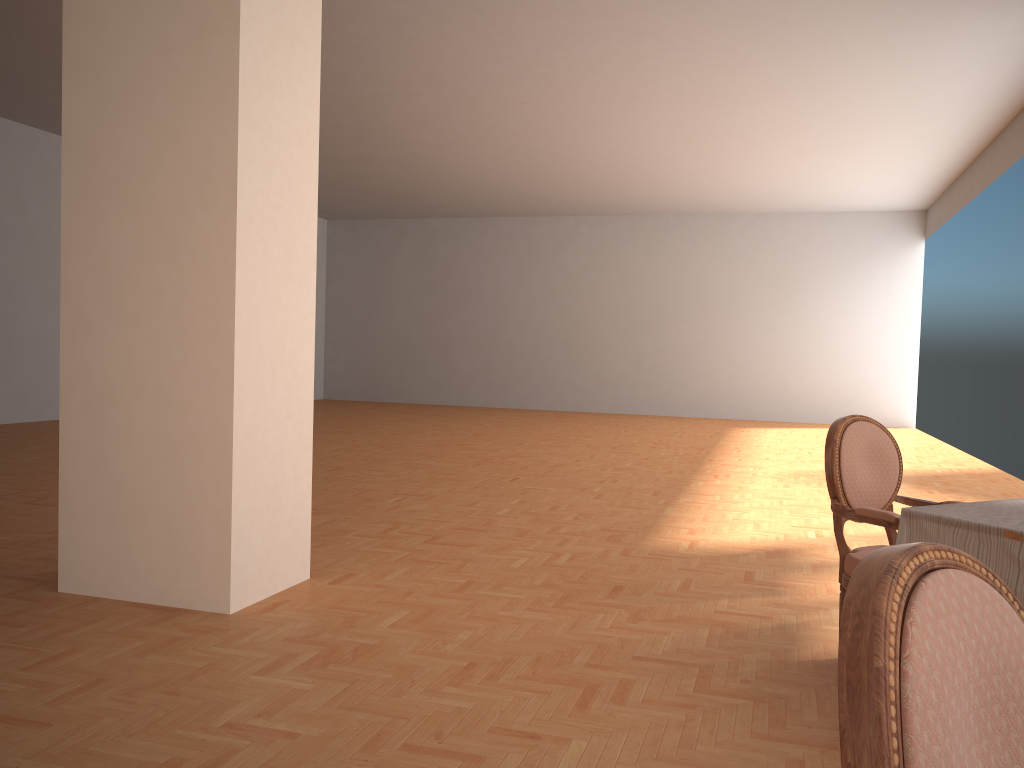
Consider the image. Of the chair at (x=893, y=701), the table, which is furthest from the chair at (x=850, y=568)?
the chair at (x=893, y=701)

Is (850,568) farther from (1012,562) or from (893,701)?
(893,701)

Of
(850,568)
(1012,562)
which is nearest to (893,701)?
(1012,562)

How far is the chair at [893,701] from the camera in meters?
0.8

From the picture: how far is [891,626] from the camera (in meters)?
0.85

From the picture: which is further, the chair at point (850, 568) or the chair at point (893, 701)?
the chair at point (850, 568)

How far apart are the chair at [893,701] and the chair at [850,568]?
2.1 meters

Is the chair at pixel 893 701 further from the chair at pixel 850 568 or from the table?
the chair at pixel 850 568

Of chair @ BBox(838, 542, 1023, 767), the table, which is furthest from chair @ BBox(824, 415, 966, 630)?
chair @ BBox(838, 542, 1023, 767)

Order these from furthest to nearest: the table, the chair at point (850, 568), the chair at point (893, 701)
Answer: the chair at point (850, 568)
the table
the chair at point (893, 701)
